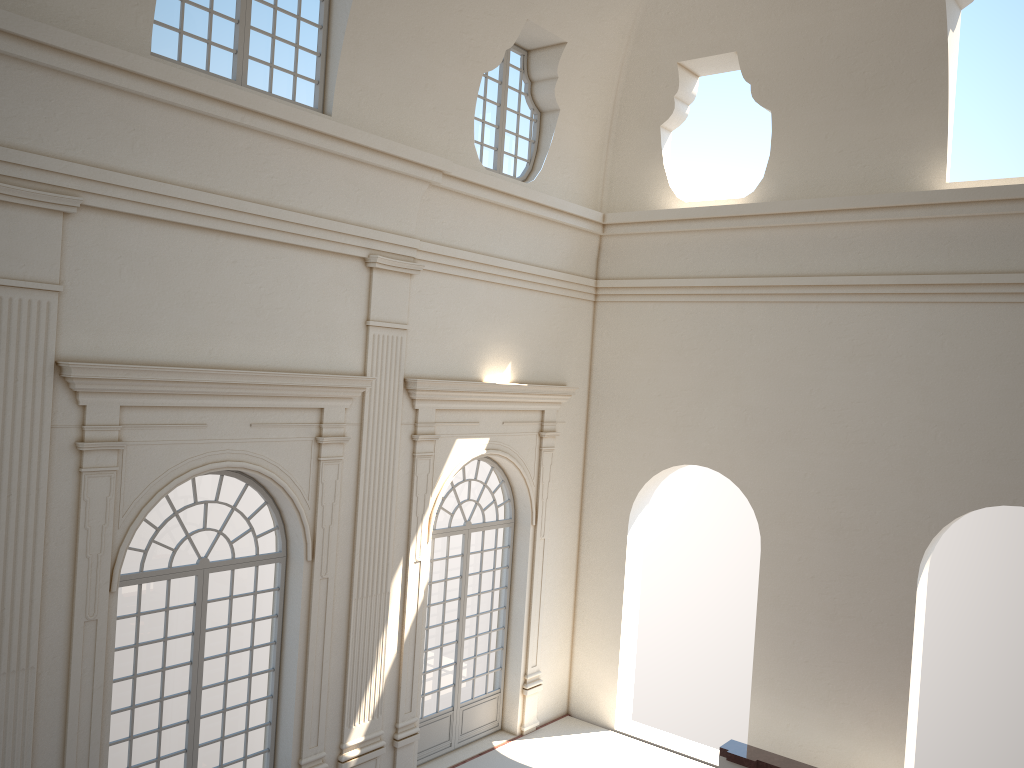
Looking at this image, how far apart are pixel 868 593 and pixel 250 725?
7.9m

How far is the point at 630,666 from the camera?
14.2 meters
